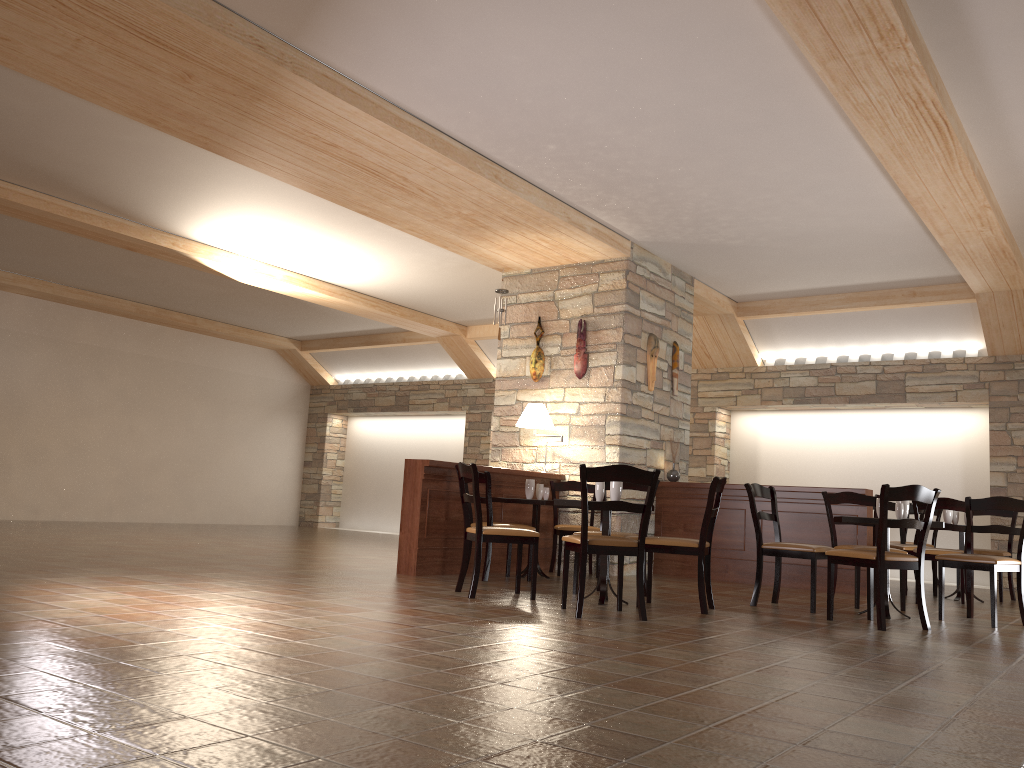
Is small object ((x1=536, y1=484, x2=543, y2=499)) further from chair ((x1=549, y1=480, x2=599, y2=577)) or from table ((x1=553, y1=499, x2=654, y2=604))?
table ((x1=553, y1=499, x2=654, y2=604))

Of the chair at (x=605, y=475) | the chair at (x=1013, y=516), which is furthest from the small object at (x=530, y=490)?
the chair at (x=1013, y=516)

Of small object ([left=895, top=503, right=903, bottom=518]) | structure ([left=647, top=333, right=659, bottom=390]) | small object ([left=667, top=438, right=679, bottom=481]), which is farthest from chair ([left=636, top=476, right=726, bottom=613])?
structure ([left=647, top=333, right=659, bottom=390])

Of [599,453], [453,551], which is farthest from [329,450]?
[453,551]

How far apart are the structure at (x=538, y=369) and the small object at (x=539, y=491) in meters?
1.6 m

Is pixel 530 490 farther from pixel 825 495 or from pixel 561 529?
pixel 825 495

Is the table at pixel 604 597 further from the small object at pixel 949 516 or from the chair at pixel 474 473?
the small object at pixel 949 516

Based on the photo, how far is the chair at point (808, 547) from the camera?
5.9 meters

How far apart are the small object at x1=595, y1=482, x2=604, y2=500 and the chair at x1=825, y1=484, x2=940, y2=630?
1.47m

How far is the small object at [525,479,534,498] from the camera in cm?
756
